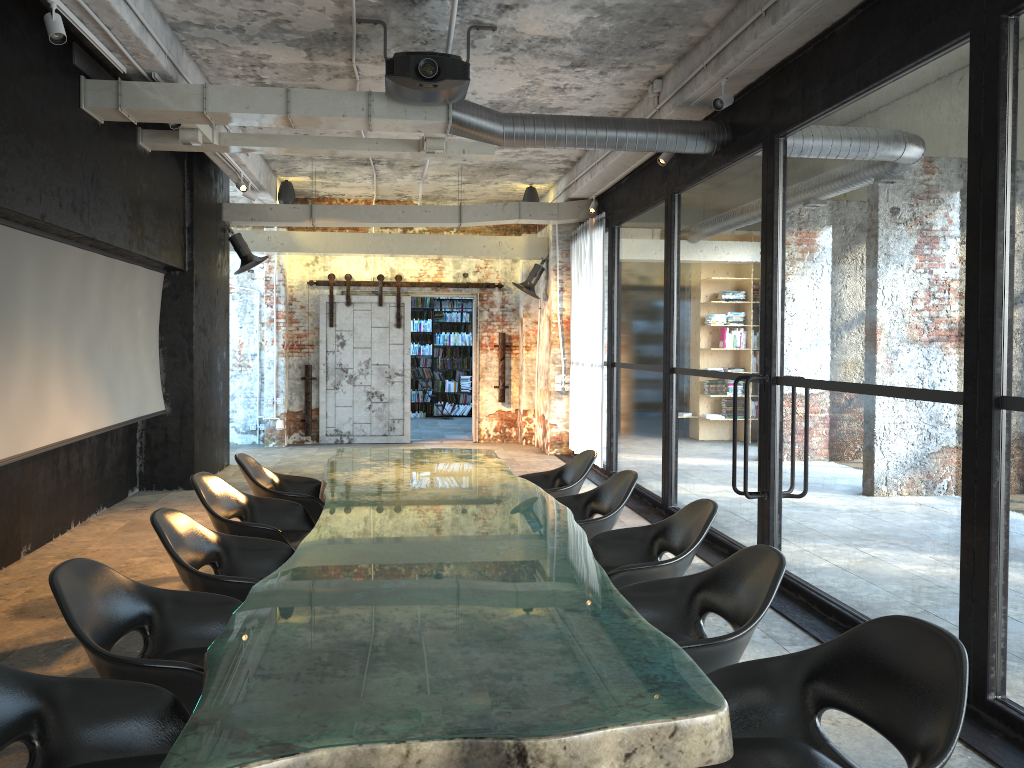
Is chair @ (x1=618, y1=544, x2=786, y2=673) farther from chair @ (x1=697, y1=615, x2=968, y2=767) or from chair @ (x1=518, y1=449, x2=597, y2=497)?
chair @ (x1=518, y1=449, x2=597, y2=497)

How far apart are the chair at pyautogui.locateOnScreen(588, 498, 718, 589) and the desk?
0.3m

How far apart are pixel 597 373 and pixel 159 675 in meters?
8.5

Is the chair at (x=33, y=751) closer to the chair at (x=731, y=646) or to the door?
the chair at (x=731, y=646)

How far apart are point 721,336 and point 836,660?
9.9 meters

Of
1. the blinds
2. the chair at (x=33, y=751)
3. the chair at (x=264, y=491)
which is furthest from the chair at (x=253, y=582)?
the blinds

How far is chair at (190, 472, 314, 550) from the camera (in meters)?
4.83

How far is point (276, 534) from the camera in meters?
4.8 m

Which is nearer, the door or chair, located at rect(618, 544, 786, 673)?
chair, located at rect(618, 544, 786, 673)

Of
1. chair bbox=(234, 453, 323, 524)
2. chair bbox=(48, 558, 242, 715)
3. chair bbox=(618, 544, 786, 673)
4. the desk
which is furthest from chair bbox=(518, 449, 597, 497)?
chair bbox=(48, 558, 242, 715)
